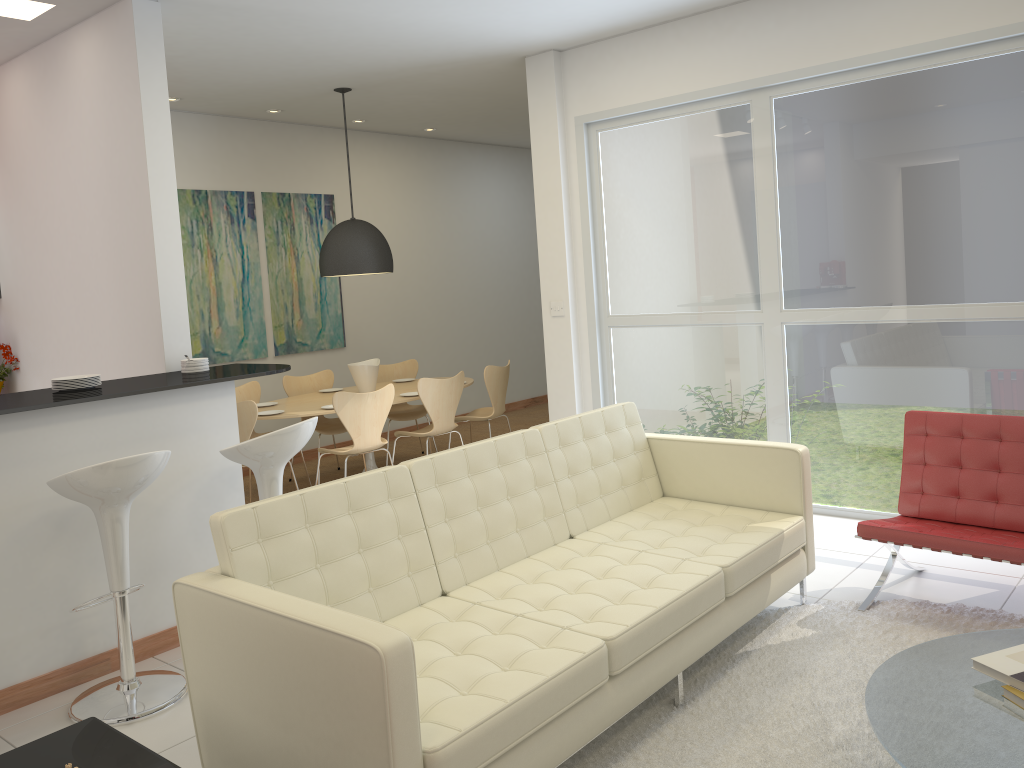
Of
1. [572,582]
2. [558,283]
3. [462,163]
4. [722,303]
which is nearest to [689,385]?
[722,303]

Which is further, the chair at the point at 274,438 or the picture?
the picture

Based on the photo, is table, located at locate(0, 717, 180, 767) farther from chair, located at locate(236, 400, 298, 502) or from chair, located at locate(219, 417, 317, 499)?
chair, located at locate(236, 400, 298, 502)

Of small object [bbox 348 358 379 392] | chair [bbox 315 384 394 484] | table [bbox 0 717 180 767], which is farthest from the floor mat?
small object [bbox 348 358 379 392]

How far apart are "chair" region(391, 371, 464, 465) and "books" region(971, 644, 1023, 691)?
4.63m

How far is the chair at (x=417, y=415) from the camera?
7.9 meters

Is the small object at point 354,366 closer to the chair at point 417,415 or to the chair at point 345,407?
the chair at point 417,415

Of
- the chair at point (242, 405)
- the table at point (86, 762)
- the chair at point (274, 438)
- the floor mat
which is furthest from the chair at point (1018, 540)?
the chair at point (242, 405)

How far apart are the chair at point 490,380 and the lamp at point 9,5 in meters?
3.8

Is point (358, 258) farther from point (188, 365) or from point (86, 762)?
point (86, 762)
